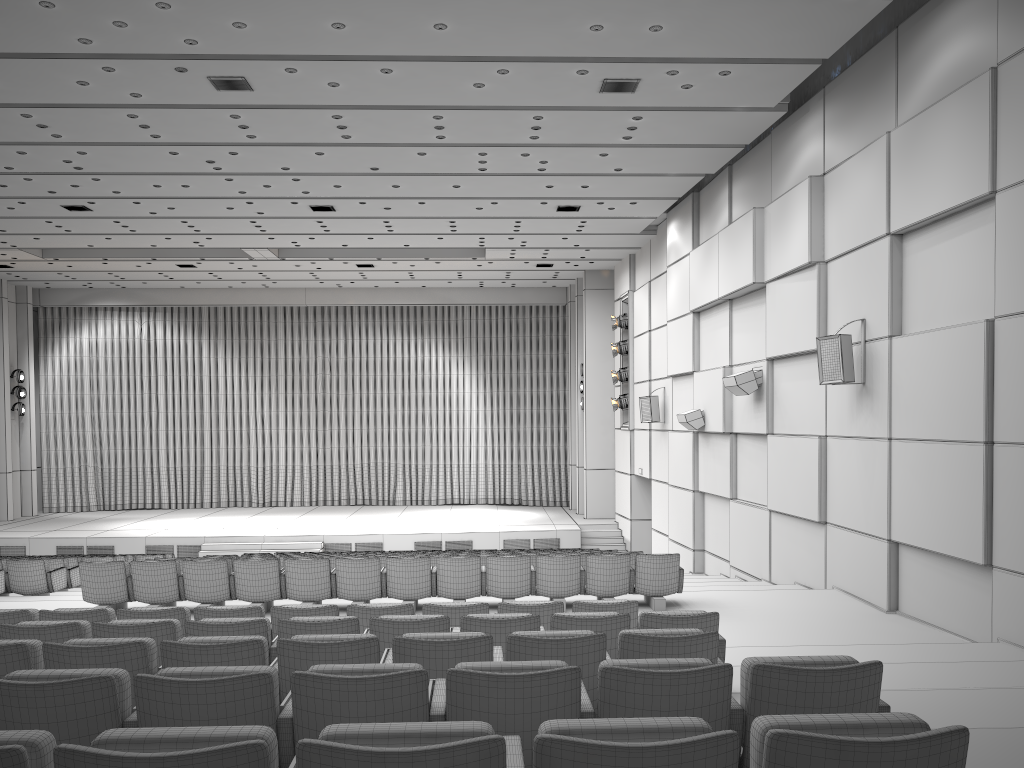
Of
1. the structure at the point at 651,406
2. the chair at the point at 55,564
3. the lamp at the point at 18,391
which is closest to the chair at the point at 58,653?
the chair at the point at 55,564

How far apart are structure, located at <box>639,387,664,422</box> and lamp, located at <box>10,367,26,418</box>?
17.5 meters

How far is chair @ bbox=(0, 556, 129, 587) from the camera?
13.7m

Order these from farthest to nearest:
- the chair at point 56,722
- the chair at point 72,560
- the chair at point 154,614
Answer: the chair at point 72,560 → the chair at point 154,614 → the chair at point 56,722

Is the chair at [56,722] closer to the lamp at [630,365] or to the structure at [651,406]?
the structure at [651,406]

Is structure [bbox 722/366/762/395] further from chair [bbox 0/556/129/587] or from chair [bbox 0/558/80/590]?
chair [bbox 0/556/129/587]

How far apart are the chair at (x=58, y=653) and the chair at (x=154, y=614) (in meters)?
1.66

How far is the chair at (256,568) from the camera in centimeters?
945cm

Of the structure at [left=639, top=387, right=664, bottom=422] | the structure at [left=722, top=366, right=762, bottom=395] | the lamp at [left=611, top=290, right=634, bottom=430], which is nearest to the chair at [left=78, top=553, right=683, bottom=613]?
the structure at [left=722, top=366, right=762, bottom=395]

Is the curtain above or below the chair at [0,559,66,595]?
above
